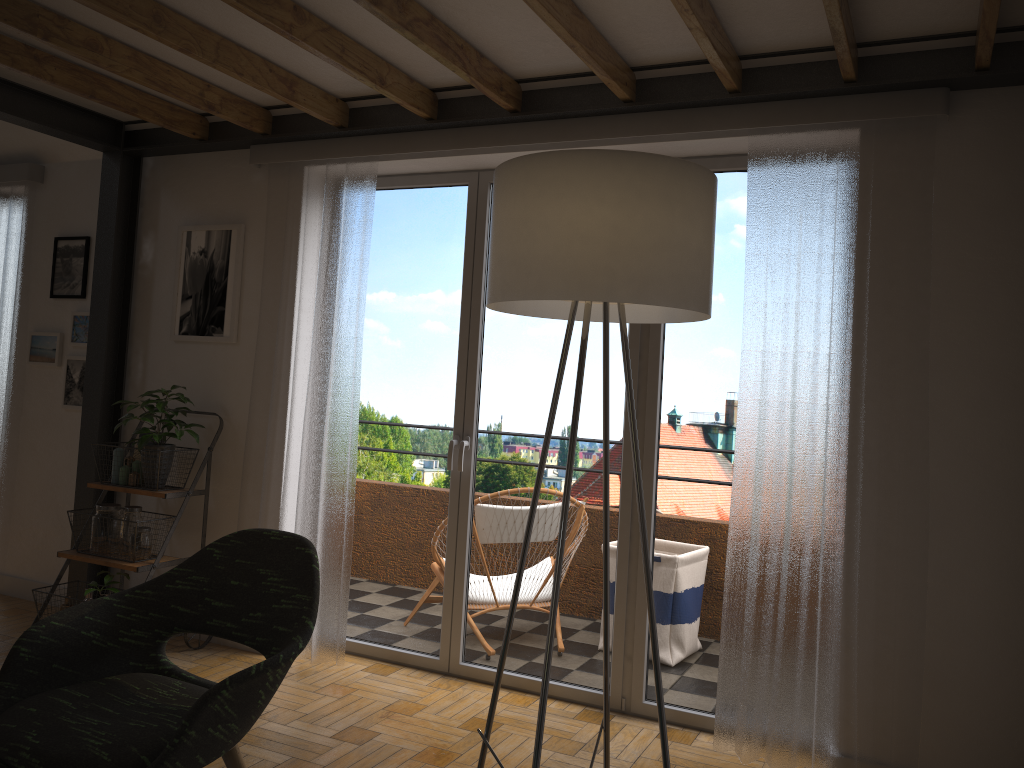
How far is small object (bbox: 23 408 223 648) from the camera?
3.82m

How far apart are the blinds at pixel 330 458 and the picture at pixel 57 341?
1.40m

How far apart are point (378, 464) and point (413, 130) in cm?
152

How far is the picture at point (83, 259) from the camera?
4.7 meters

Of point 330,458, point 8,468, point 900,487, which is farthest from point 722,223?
point 8,468

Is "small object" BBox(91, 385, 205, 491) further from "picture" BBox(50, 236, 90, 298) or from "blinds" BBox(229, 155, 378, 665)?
"picture" BBox(50, 236, 90, 298)

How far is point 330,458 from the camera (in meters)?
3.90

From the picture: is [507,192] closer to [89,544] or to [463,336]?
[463,336]

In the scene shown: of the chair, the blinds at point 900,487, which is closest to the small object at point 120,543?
the chair

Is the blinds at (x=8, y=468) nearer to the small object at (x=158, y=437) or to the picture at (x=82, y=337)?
the picture at (x=82, y=337)
